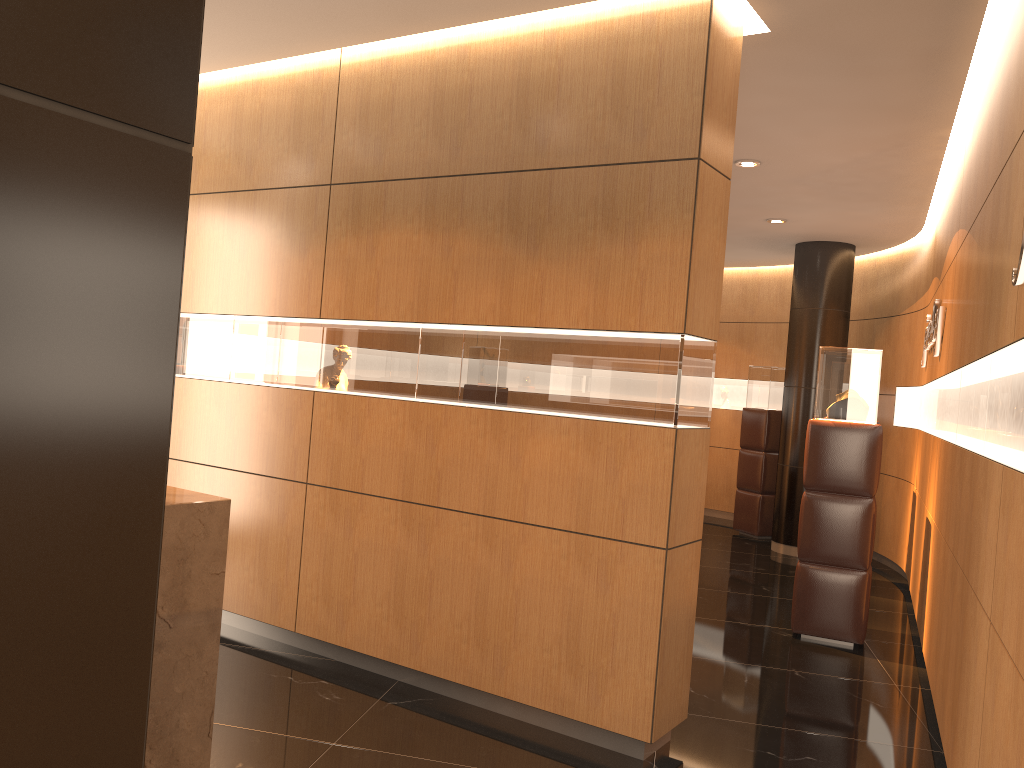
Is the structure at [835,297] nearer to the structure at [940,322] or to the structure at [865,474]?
the structure at [940,322]

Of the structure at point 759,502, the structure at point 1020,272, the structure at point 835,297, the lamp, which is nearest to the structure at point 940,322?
the lamp

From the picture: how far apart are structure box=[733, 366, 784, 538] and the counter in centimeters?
833cm

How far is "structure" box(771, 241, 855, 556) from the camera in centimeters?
924cm

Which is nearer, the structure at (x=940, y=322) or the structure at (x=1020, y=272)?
the structure at (x=1020, y=272)

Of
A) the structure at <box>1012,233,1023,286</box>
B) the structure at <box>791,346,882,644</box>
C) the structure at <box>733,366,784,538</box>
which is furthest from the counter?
the structure at <box>733,366,784,538</box>

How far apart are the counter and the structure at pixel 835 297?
7.59m

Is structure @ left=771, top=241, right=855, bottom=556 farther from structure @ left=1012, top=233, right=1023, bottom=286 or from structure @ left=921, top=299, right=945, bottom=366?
structure @ left=1012, top=233, right=1023, bottom=286

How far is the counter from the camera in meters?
2.6

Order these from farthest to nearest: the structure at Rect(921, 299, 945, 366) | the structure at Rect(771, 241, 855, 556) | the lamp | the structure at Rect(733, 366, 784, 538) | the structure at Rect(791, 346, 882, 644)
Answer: the structure at Rect(733, 366, 784, 538)
the structure at Rect(771, 241, 855, 556)
the lamp
the structure at Rect(921, 299, 945, 366)
the structure at Rect(791, 346, 882, 644)
